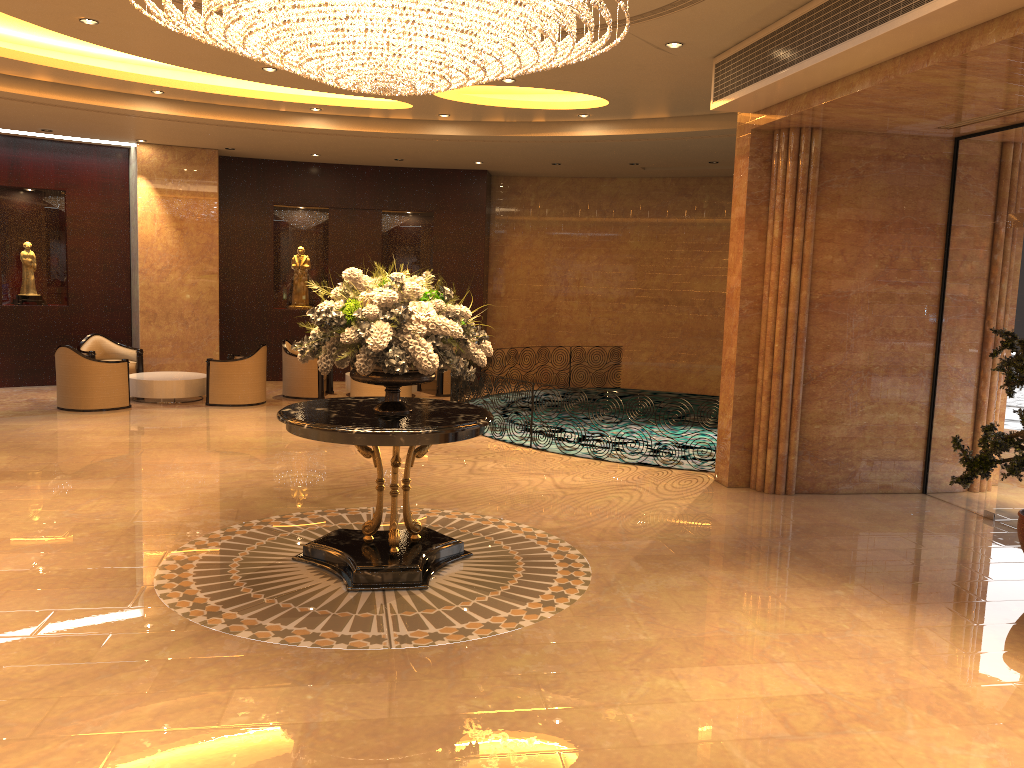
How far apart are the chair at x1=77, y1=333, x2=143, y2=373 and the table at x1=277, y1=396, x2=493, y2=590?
8.7m

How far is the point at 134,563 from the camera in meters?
6.1 m

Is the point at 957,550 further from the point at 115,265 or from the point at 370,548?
the point at 115,265

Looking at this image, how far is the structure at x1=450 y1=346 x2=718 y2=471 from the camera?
11.57m

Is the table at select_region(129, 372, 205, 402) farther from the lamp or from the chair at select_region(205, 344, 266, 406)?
the lamp

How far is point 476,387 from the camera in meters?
11.6 m

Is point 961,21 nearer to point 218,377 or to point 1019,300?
point 1019,300

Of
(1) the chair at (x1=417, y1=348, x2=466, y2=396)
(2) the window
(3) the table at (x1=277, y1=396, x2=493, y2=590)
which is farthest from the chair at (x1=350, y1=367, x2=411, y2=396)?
(2) the window

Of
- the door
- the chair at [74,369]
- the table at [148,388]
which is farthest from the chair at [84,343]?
the door

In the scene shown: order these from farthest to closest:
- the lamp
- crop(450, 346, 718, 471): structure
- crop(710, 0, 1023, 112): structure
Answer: crop(450, 346, 718, 471): structure
crop(710, 0, 1023, 112): structure
the lamp
